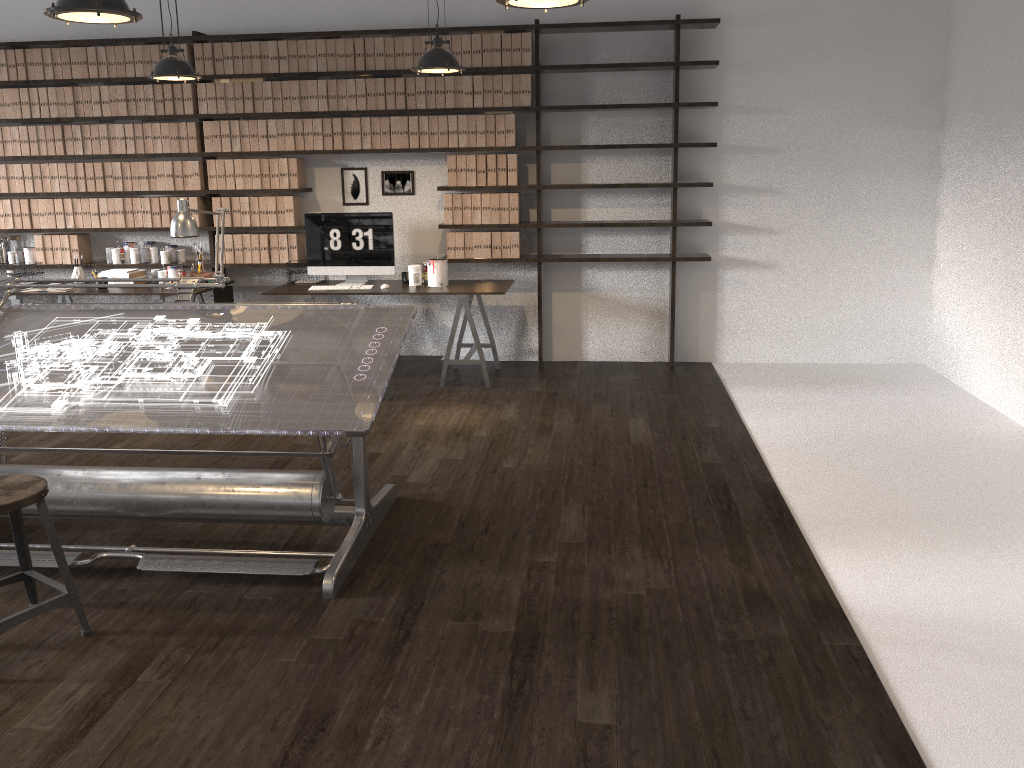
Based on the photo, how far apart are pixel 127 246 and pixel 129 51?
1.4 meters

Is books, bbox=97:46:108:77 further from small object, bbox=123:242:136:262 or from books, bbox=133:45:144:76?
small object, bbox=123:242:136:262

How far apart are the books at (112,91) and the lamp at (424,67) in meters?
2.8

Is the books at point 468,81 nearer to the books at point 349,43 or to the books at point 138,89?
the books at point 349,43

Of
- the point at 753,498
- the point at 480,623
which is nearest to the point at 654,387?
the point at 753,498

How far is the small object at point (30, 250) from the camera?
6.8m

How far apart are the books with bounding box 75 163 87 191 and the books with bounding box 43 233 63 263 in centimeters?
49cm

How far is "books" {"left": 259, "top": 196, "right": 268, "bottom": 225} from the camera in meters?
6.5 m

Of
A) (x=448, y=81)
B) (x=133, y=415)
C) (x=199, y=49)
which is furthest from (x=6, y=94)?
(x=133, y=415)

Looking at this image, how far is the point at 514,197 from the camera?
6.30m
